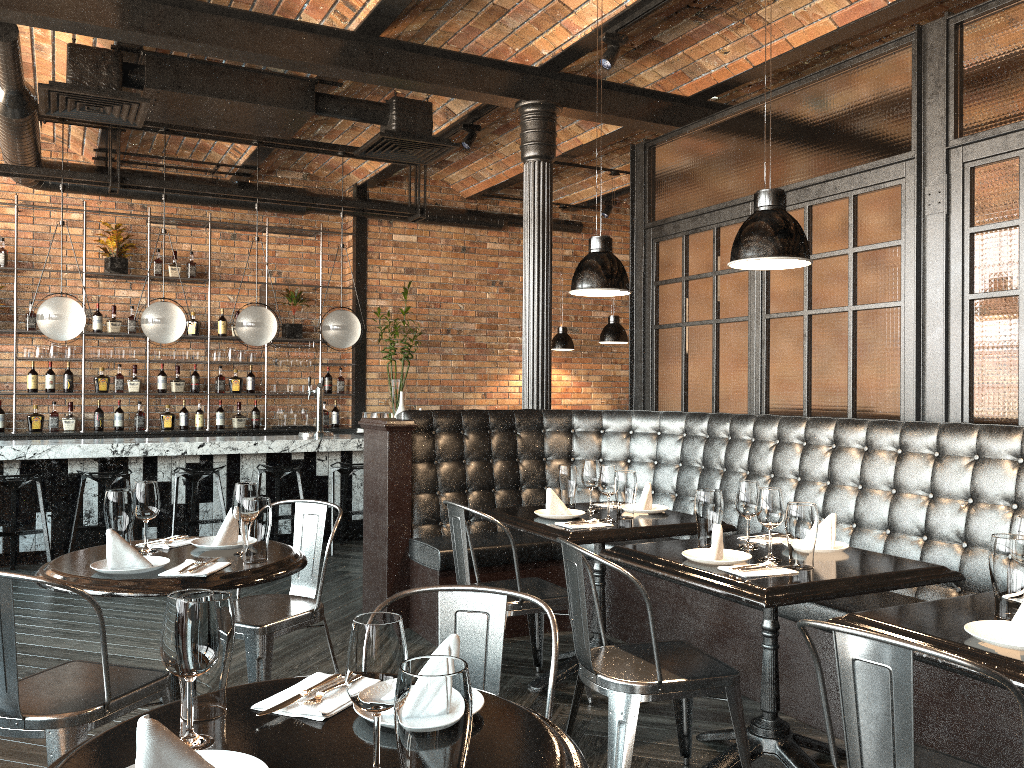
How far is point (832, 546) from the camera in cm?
320

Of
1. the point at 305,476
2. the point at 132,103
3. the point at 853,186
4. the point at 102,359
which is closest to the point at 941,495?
the point at 853,186

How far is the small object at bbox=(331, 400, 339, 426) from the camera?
9.6m

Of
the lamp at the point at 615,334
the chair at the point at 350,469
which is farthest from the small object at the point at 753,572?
the lamp at the point at 615,334

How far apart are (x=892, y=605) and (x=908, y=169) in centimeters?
214cm

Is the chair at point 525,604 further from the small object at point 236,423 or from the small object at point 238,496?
the small object at point 236,423

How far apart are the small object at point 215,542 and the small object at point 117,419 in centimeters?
595cm

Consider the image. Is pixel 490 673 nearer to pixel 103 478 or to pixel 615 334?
pixel 103 478

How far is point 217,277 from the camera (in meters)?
9.24

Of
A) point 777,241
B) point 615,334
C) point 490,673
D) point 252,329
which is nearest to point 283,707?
point 490,673
